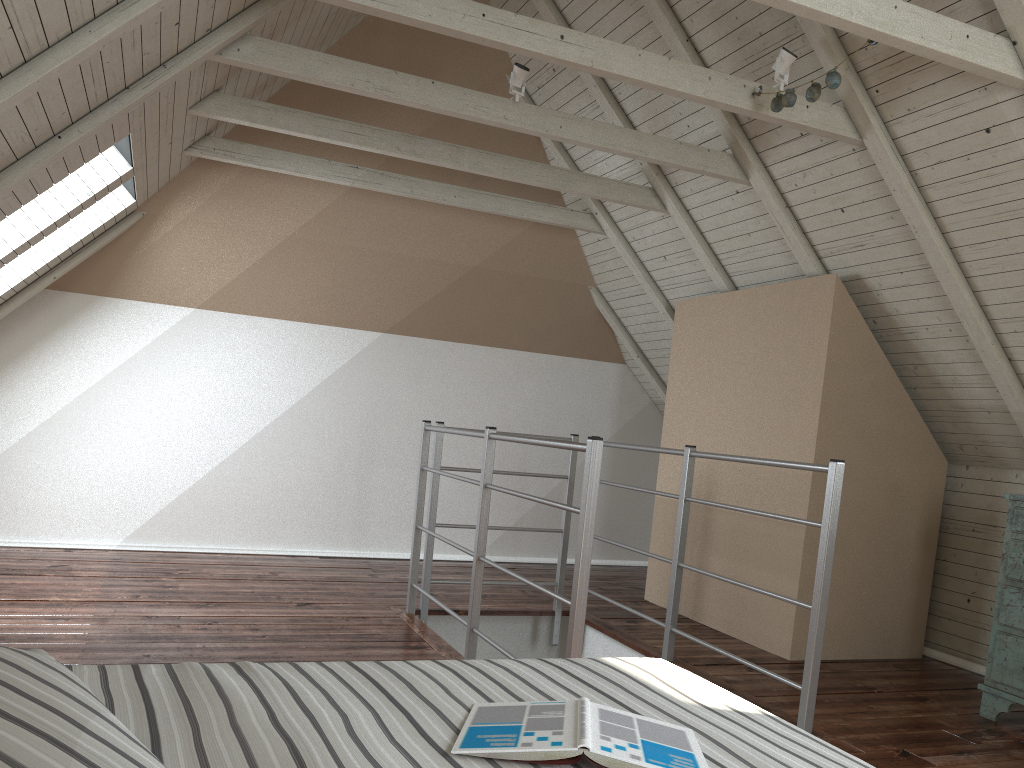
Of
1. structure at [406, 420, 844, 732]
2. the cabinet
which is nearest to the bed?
structure at [406, 420, 844, 732]

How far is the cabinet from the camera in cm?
282

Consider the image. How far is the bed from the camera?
0.8 meters

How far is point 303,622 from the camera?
3.34m

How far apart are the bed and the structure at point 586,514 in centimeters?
77cm

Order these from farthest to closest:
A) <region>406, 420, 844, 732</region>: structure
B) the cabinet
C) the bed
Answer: the cabinet, <region>406, 420, 844, 732</region>: structure, the bed

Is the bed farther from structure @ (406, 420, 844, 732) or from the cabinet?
the cabinet

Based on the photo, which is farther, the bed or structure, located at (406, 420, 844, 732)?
structure, located at (406, 420, 844, 732)

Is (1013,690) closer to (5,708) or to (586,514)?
(586,514)

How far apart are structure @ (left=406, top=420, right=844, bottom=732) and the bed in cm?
77
